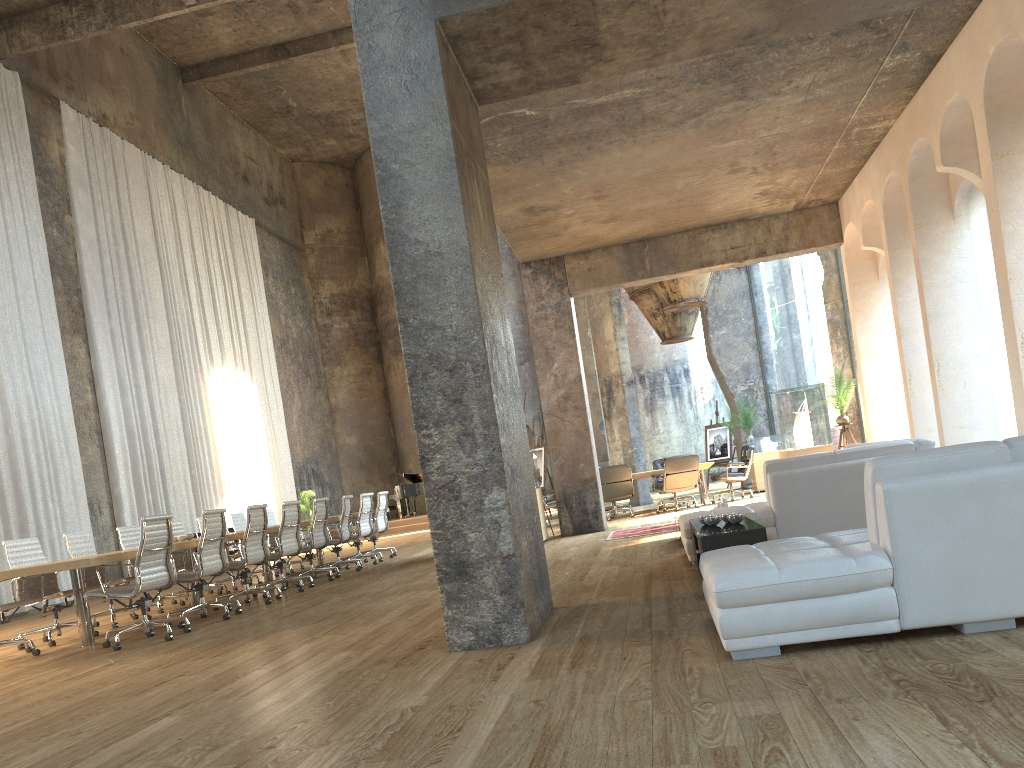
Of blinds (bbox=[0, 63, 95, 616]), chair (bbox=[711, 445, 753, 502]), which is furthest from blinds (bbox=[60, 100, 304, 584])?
chair (bbox=[711, 445, 753, 502])

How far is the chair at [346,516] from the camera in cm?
1150

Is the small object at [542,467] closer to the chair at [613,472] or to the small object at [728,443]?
the chair at [613,472]

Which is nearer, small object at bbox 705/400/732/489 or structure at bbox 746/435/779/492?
structure at bbox 746/435/779/492

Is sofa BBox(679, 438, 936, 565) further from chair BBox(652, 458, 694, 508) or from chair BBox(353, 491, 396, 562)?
chair BBox(652, 458, 694, 508)

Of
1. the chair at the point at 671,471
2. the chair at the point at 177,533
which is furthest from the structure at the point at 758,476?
the chair at the point at 177,533

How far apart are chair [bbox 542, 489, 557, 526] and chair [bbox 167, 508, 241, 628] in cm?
753

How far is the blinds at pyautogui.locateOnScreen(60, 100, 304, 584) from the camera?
15.98m

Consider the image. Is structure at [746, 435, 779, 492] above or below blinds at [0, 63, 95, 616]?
below

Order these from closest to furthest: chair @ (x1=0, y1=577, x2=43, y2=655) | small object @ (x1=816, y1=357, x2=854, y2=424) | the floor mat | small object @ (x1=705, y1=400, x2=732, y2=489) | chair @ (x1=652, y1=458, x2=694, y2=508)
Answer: chair @ (x1=0, y1=577, x2=43, y2=655) → the floor mat → small object @ (x1=816, y1=357, x2=854, y2=424) → chair @ (x1=652, y1=458, x2=694, y2=508) → small object @ (x1=705, y1=400, x2=732, y2=489)
